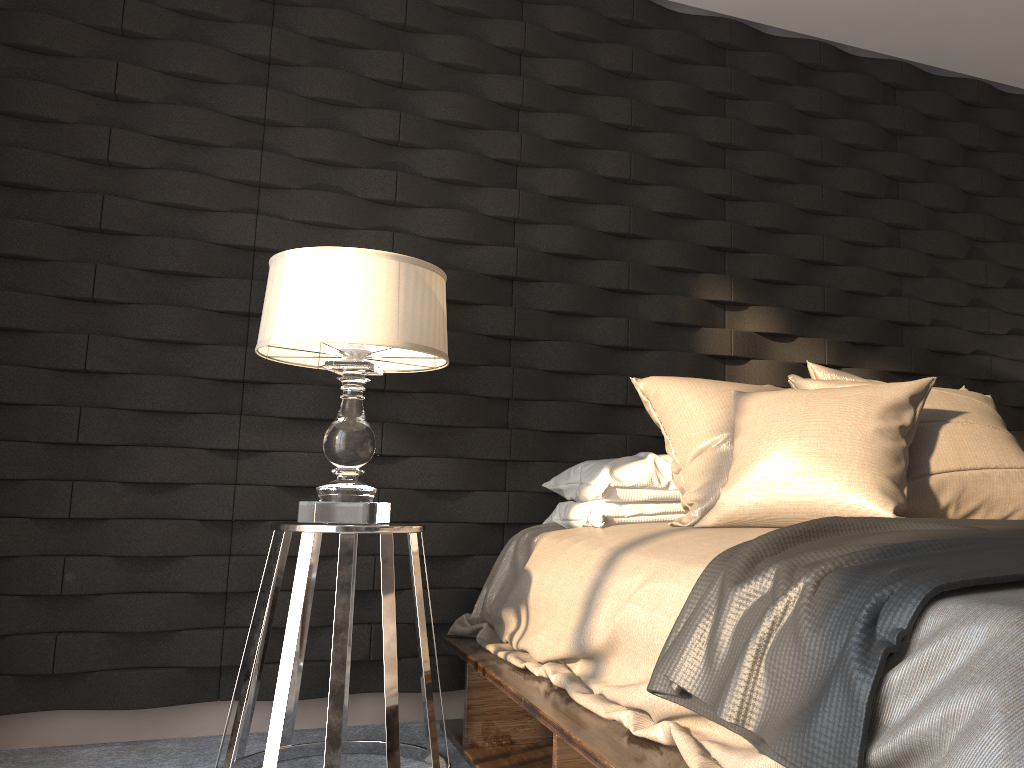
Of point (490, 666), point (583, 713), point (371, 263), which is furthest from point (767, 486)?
point (371, 263)

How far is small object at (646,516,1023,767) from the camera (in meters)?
1.02

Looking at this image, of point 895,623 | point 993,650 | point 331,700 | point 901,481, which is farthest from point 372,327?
point 993,650

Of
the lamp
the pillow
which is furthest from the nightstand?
the pillow

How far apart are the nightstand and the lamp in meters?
0.1

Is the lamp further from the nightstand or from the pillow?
the pillow

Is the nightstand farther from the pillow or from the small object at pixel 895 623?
the small object at pixel 895 623

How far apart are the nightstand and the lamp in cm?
6

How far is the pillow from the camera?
1.9m

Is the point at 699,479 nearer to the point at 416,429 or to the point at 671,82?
the point at 416,429
